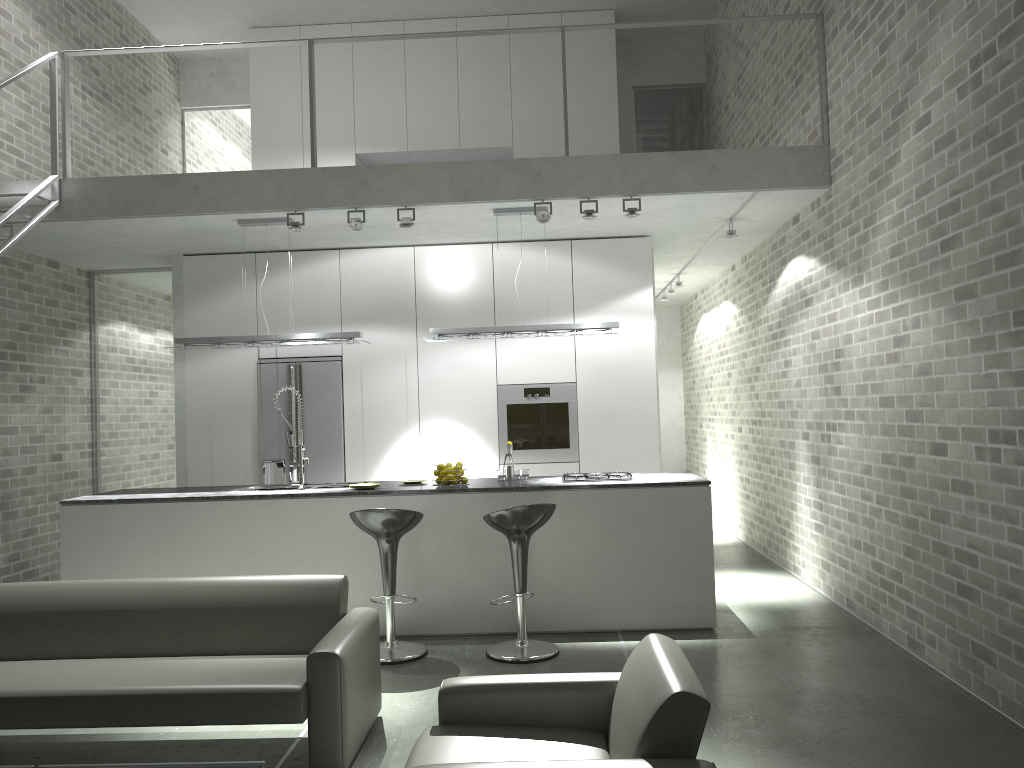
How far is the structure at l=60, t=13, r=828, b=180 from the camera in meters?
6.3

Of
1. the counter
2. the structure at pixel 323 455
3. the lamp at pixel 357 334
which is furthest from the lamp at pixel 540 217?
the structure at pixel 323 455

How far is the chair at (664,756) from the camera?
2.4 meters

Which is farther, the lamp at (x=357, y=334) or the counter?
the lamp at (x=357, y=334)

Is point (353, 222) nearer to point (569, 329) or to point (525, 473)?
point (569, 329)

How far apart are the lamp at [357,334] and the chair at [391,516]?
1.6 meters

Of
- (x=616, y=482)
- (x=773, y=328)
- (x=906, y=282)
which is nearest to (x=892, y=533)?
(x=906, y=282)

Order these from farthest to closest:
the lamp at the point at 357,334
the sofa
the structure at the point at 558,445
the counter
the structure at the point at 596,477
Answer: the structure at the point at 558,445 → the lamp at the point at 357,334 → the structure at the point at 596,477 → the counter → the sofa

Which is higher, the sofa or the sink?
the sink

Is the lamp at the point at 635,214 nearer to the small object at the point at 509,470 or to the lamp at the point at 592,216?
the lamp at the point at 592,216
